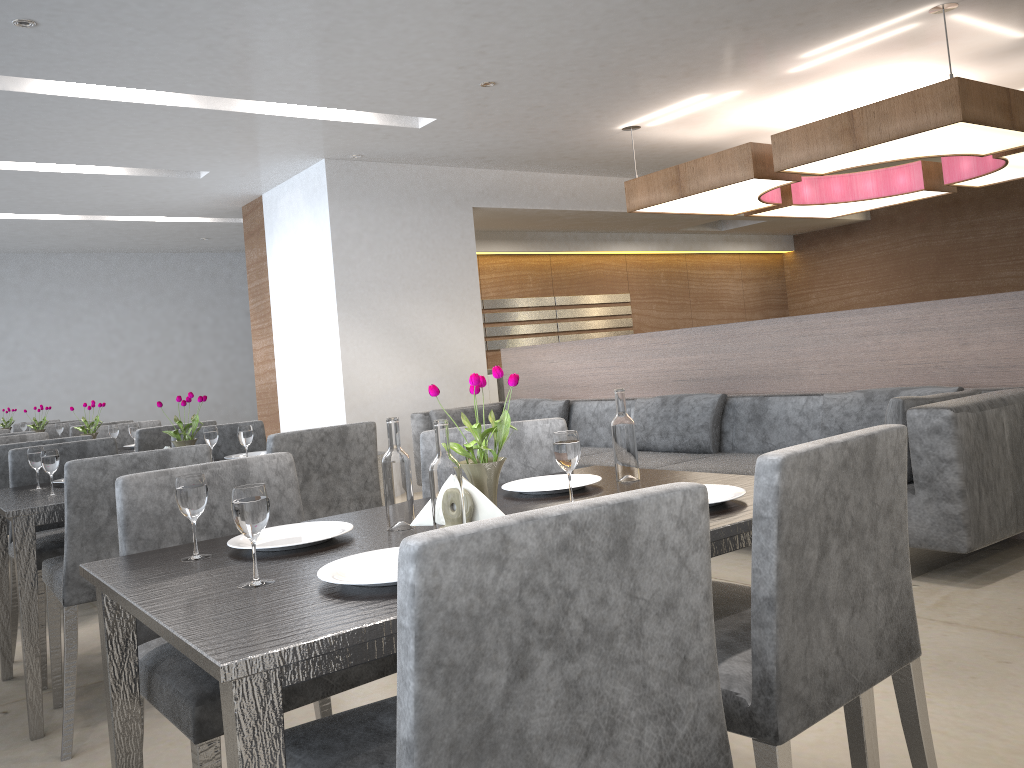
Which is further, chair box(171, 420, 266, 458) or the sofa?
chair box(171, 420, 266, 458)

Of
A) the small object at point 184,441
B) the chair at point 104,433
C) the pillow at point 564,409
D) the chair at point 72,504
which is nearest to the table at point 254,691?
the chair at point 72,504

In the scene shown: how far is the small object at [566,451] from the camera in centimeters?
166cm

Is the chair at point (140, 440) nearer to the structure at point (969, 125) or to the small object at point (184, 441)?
the small object at point (184, 441)

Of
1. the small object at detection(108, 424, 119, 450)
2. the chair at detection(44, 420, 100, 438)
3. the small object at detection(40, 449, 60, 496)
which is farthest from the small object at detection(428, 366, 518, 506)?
the chair at detection(44, 420, 100, 438)

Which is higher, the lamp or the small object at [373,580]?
the lamp

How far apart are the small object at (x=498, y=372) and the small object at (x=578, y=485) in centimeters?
25cm

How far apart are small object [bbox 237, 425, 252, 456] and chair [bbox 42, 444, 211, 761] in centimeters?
A: 60cm

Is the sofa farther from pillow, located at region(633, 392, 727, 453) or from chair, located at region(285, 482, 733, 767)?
chair, located at region(285, 482, 733, 767)

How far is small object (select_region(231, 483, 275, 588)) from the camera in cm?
125
